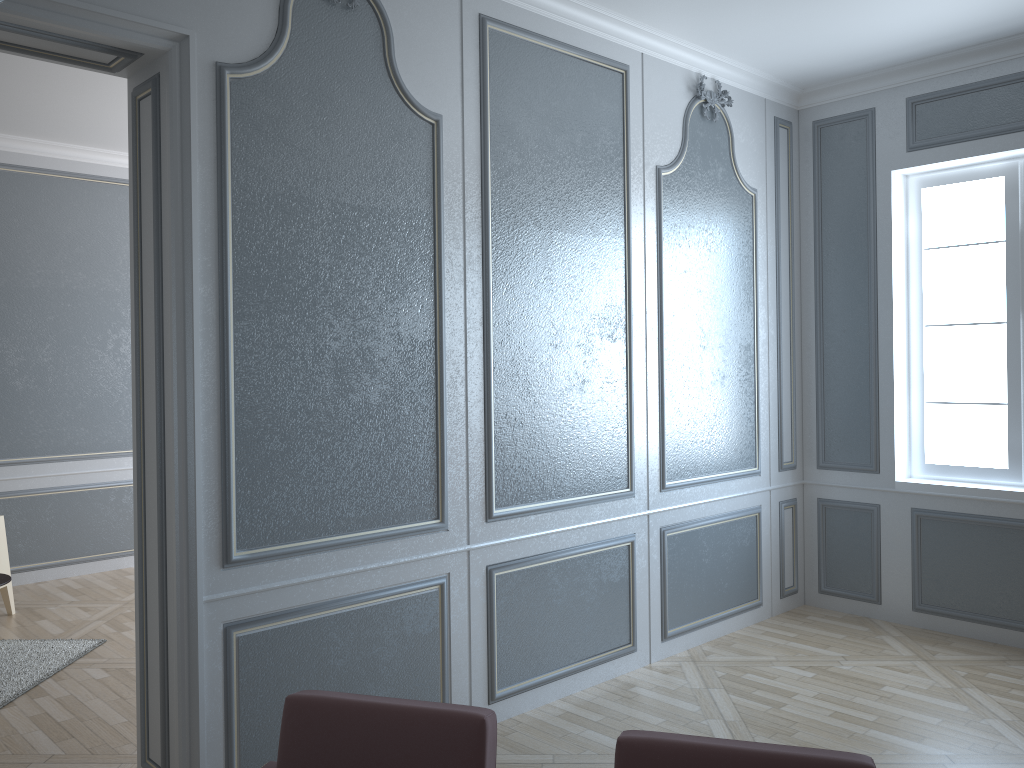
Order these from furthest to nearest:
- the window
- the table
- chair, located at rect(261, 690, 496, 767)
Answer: the window < the table < chair, located at rect(261, 690, 496, 767)

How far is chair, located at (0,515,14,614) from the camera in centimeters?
475cm

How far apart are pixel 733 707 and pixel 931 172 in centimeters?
281cm

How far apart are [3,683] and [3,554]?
1.2 meters

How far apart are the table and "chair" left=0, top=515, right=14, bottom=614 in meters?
0.9

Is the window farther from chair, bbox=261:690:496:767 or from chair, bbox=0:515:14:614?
chair, bbox=0:515:14:614

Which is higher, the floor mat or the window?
the window

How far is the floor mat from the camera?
3.7 meters

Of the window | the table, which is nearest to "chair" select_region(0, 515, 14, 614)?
the table

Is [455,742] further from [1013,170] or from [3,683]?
[1013,170]
